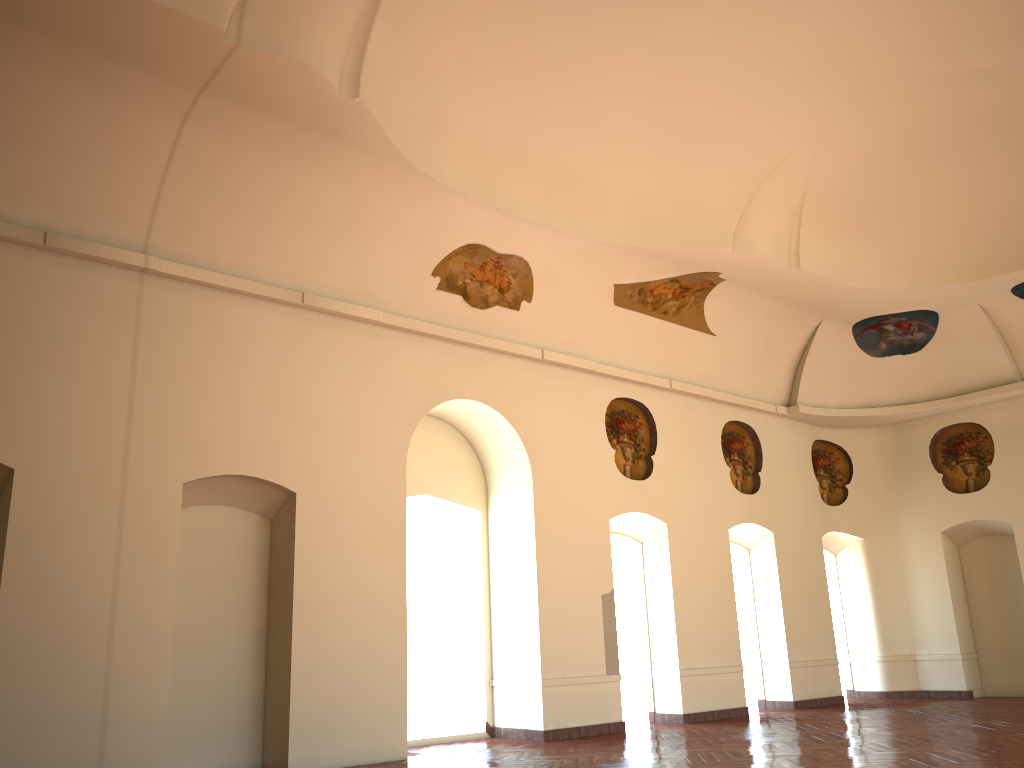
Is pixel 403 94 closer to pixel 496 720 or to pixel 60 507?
pixel 60 507

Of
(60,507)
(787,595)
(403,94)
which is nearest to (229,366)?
(60,507)
